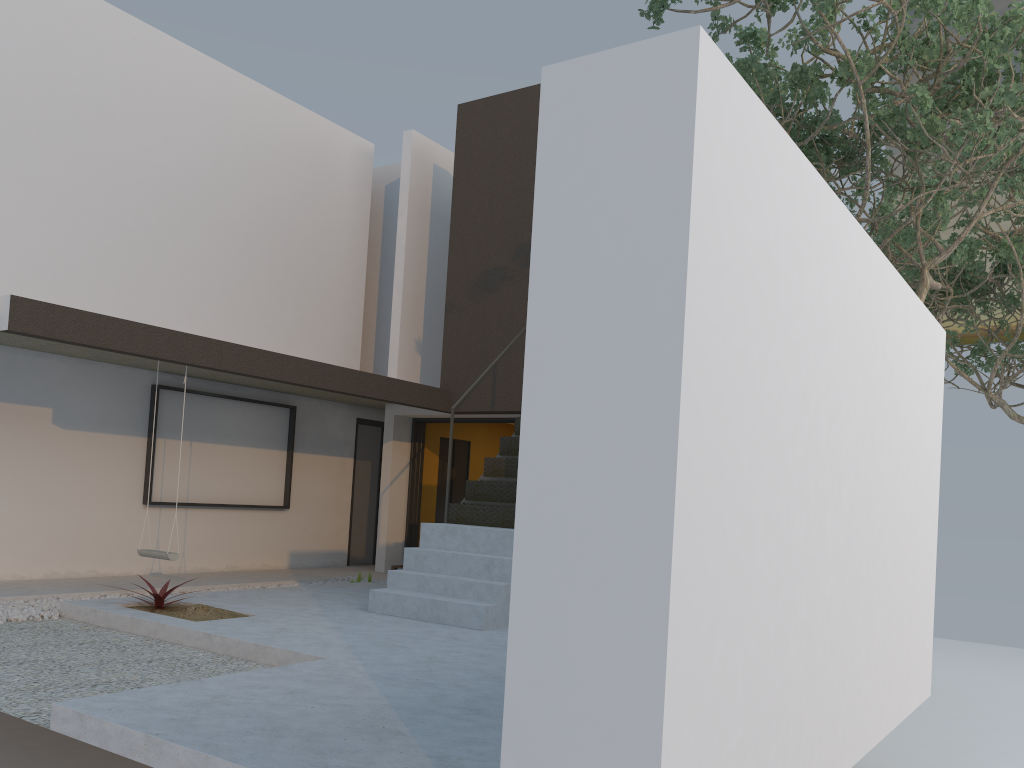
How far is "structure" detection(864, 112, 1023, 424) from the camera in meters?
11.7 m

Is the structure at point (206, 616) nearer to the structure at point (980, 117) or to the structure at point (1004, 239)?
the structure at point (980, 117)

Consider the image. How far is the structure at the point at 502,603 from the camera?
6.6m

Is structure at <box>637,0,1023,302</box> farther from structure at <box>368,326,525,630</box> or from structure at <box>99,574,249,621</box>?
structure at <box>99,574,249,621</box>

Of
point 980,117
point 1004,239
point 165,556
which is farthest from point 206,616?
point 1004,239

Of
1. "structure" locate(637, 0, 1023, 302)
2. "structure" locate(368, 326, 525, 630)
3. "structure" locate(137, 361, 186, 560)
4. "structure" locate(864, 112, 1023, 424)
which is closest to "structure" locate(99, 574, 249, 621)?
"structure" locate(137, 361, 186, 560)

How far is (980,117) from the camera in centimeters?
649cm

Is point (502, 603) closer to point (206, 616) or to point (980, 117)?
point (206, 616)

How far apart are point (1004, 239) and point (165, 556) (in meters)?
10.95

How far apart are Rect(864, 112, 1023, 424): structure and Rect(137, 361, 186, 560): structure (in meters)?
8.99
